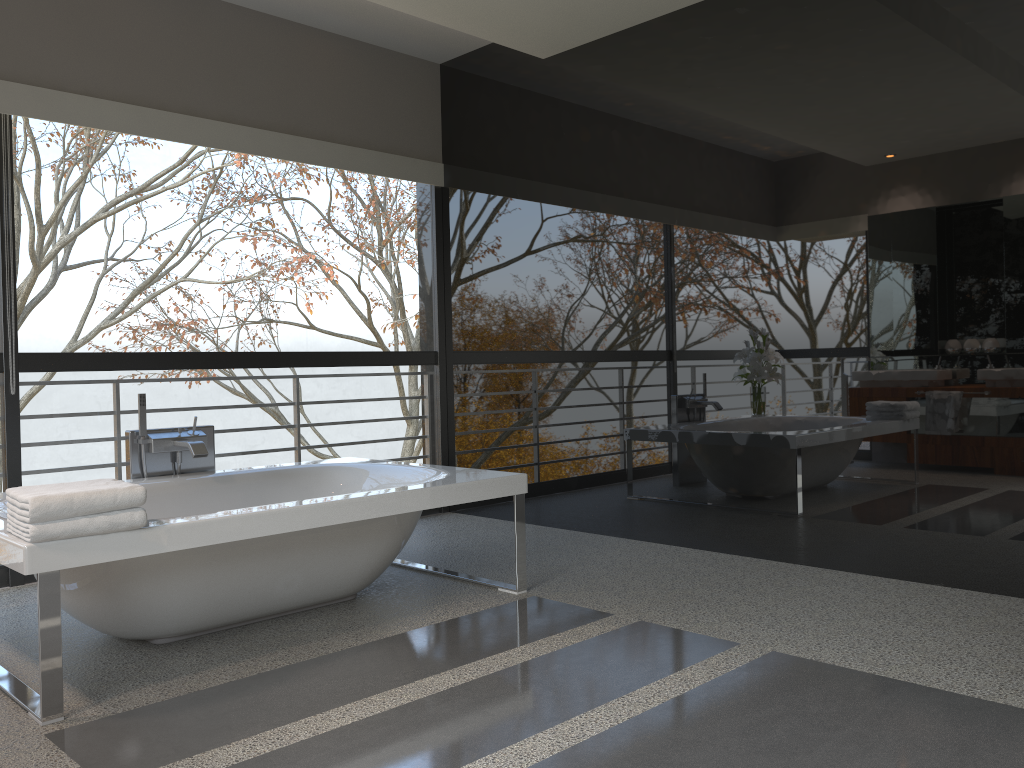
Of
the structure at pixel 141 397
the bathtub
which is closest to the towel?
the bathtub

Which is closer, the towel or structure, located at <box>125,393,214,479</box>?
the towel

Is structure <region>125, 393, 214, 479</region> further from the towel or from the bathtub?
the towel

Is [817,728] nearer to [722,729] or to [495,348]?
[722,729]

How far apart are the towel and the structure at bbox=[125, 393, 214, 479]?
1.1 meters

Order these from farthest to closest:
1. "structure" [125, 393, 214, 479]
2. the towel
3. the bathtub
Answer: "structure" [125, 393, 214, 479], the bathtub, the towel

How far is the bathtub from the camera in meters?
2.5

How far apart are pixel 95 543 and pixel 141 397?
1.55m

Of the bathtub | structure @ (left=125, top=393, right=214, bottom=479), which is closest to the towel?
the bathtub

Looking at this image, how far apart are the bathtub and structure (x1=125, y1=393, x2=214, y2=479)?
0.11m
